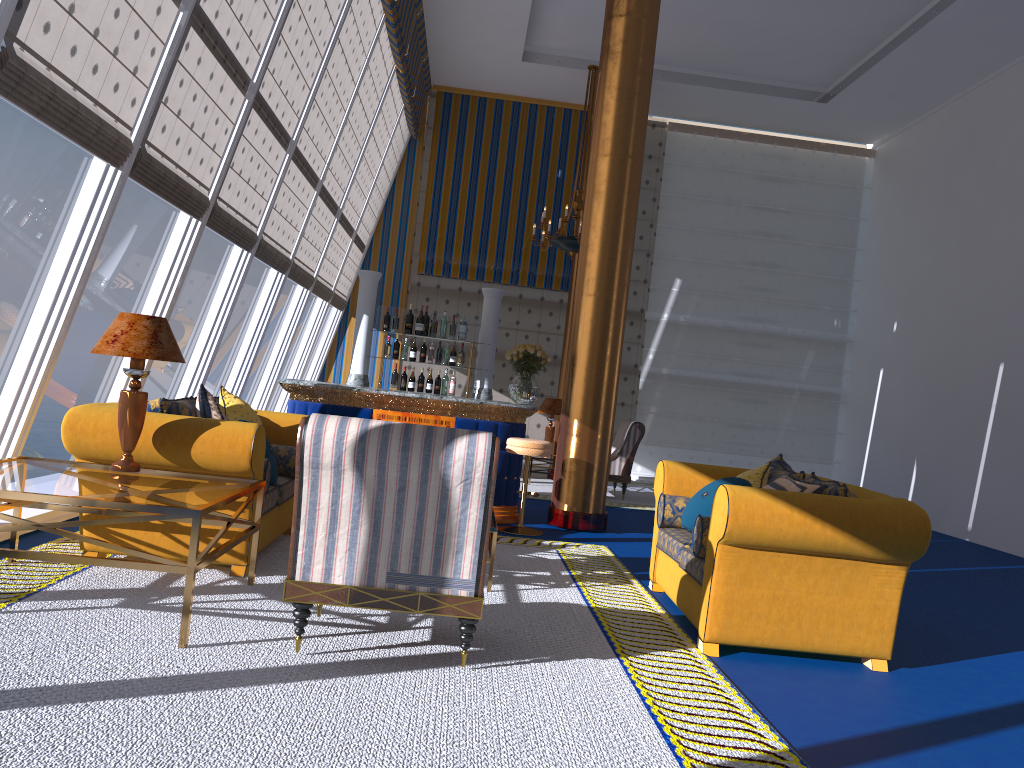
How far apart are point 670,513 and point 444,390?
3.9m

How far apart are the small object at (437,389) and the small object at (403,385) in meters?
0.3 m

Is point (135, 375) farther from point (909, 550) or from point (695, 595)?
point (909, 550)

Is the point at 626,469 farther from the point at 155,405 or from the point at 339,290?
the point at 155,405

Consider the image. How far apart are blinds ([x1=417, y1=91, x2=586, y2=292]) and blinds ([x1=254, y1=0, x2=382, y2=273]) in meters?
4.6 m

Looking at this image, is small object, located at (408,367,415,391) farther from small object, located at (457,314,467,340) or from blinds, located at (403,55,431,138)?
blinds, located at (403,55,431,138)

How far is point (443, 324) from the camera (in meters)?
8.76

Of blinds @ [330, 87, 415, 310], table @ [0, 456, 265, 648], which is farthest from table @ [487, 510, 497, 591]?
blinds @ [330, 87, 415, 310]

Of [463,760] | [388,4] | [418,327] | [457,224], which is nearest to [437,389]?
[418,327]

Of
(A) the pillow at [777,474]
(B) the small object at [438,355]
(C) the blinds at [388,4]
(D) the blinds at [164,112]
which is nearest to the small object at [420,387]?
(B) the small object at [438,355]
